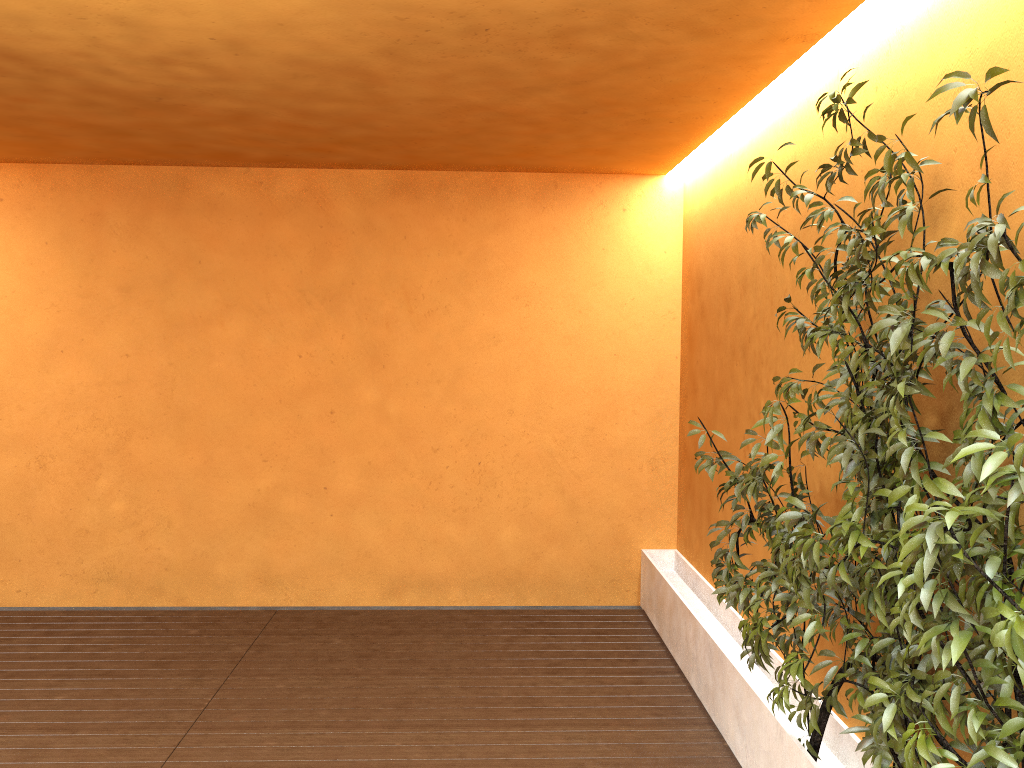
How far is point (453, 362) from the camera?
6.10m

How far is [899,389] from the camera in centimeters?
181cm

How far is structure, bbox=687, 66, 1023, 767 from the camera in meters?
1.8 m

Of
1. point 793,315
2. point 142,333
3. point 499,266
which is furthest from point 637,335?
point 142,333

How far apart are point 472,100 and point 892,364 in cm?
255

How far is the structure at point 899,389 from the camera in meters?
1.8
